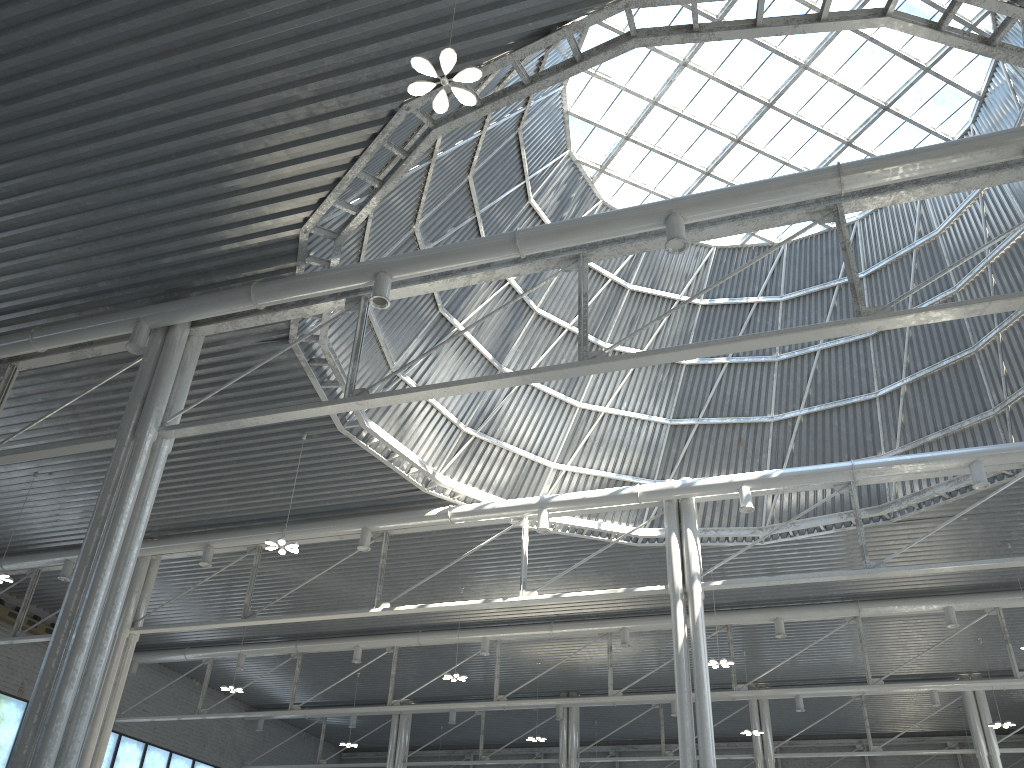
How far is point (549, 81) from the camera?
17.11m
